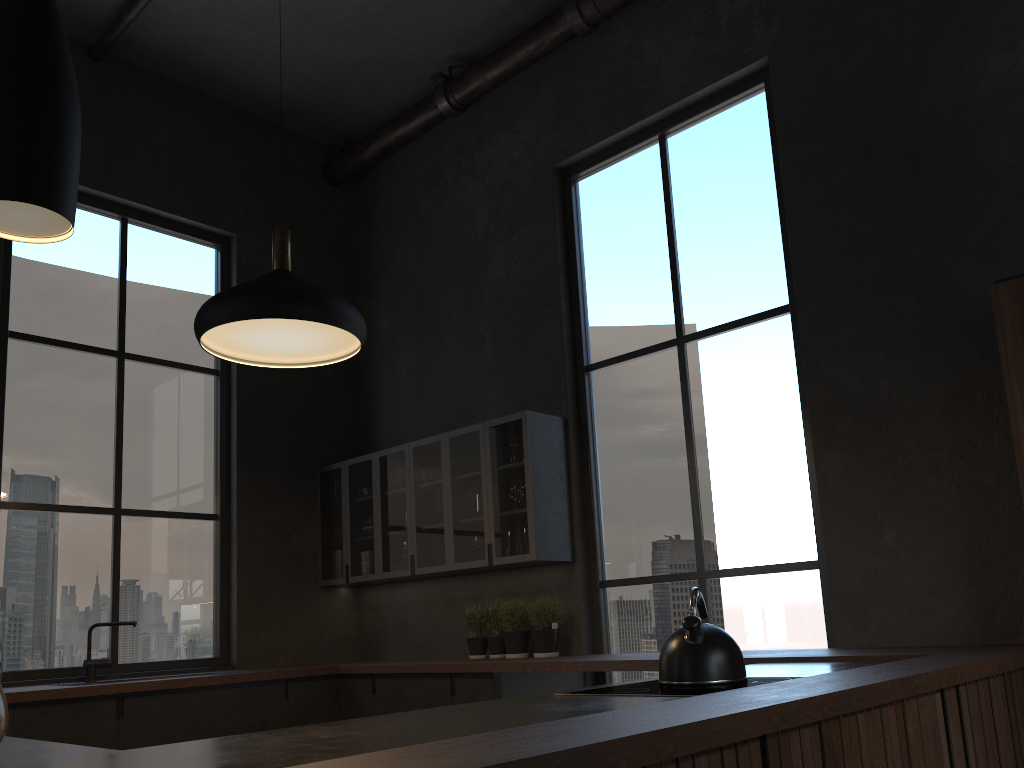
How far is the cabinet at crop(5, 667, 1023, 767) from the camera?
1.9 meters

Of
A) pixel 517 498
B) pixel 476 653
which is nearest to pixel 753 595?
pixel 517 498

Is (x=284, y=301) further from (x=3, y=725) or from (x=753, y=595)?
(x=753, y=595)

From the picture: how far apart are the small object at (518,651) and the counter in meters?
0.3 m

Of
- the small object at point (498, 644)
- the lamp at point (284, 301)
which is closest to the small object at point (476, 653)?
the small object at point (498, 644)

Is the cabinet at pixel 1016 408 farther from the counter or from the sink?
the sink

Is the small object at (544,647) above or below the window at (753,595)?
below

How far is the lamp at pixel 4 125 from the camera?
1.4 meters

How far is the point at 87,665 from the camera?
4.87m

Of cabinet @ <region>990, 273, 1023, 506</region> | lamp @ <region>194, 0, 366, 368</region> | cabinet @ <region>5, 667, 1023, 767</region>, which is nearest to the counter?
cabinet @ <region>5, 667, 1023, 767</region>
